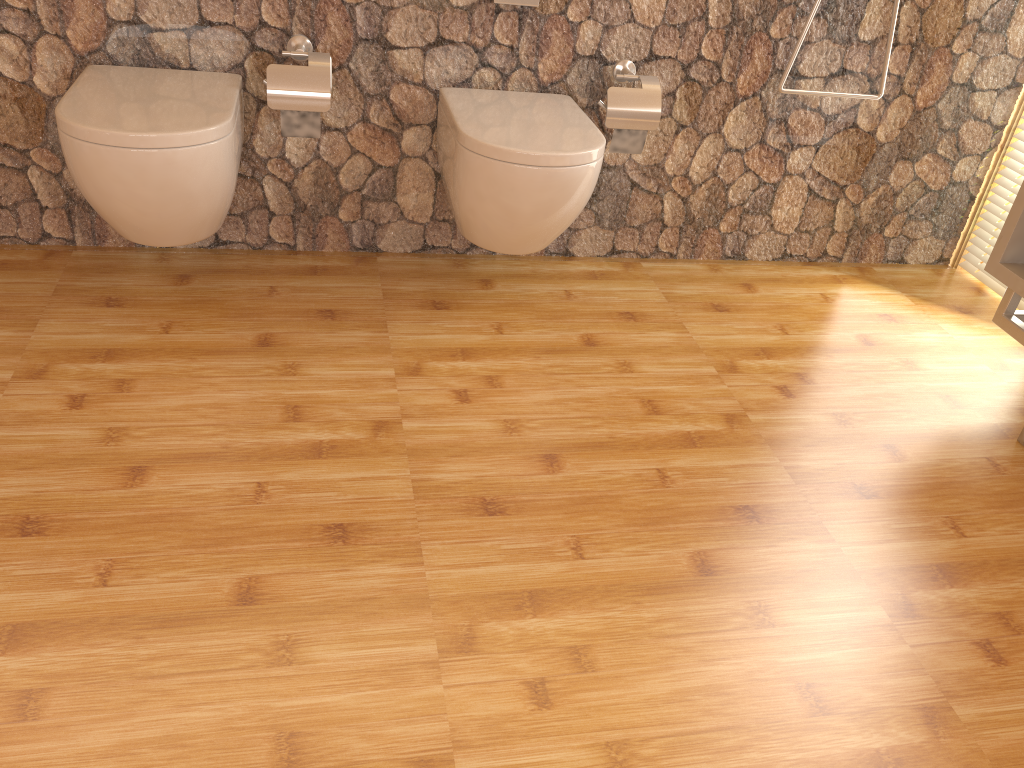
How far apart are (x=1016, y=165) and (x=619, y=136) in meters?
1.4 m

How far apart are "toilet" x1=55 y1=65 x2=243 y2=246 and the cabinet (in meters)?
1.89

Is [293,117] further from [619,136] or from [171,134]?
[619,136]

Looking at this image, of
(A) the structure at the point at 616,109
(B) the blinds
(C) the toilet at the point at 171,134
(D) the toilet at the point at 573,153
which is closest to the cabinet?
(B) the blinds

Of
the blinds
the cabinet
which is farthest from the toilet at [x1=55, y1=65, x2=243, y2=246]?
the blinds

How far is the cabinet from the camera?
2.19m

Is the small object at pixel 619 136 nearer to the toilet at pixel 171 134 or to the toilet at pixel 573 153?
the toilet at pixel 573 153

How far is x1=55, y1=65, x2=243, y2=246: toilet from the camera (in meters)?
1.86

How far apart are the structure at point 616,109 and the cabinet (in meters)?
0.92

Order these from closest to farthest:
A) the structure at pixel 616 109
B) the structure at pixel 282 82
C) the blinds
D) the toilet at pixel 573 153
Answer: the toilet at pixel 573 153 < the structure at pixel 282 82 < the structure at pixel 616 109 < the blinds
